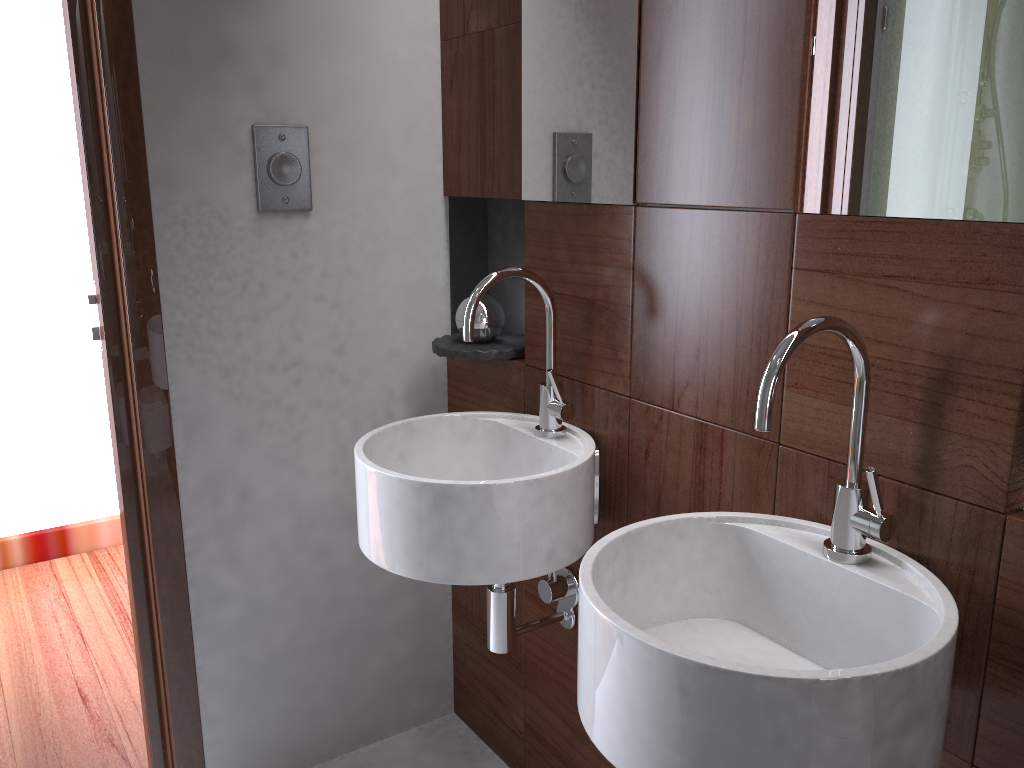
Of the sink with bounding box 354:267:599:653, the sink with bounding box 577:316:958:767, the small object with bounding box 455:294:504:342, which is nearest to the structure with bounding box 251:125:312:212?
the small object with bounding box 455:294:504:342

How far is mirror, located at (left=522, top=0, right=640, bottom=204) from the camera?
1.40m

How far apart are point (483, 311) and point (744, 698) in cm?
110

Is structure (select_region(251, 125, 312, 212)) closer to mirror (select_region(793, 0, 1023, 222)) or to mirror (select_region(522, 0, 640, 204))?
mirror (select_region(522, 0, 640, 204))

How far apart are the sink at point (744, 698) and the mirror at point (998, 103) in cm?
15

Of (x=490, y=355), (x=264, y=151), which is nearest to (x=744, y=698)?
(x=490, y=355)

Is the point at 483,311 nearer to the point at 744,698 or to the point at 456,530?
the point at 456,530

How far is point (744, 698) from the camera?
0.8 meters

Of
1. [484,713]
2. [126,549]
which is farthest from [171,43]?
[484,713]

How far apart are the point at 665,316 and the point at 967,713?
0.67m
